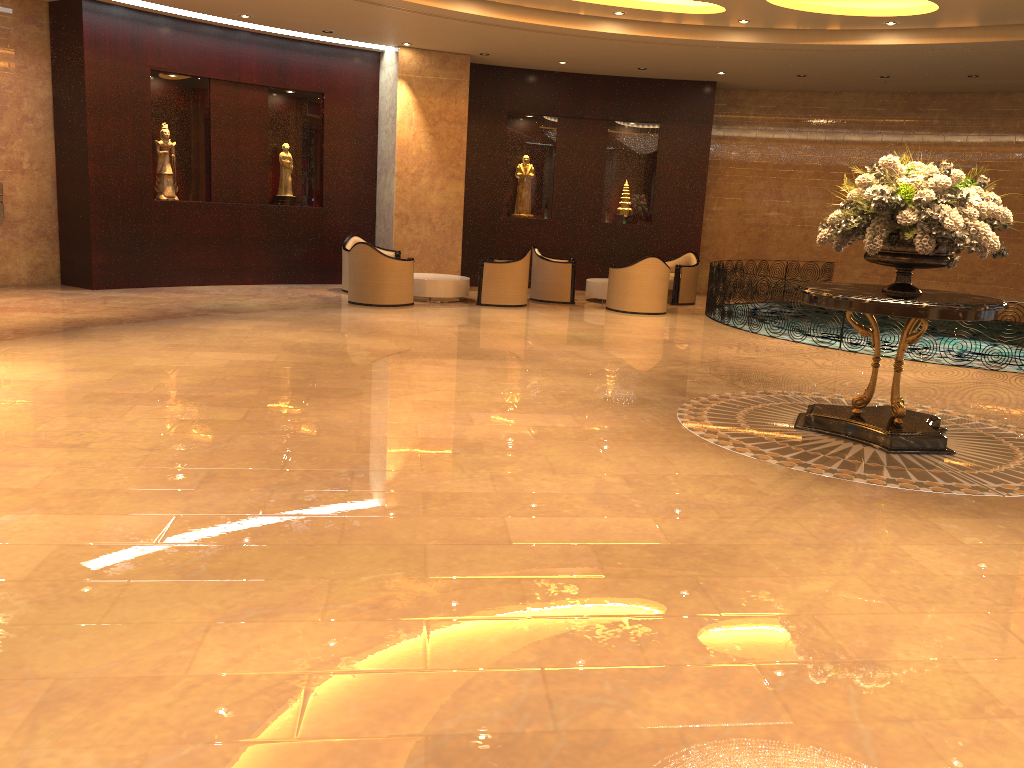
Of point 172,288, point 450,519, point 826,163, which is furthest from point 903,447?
point 826,163

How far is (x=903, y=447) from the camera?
6.3 meters

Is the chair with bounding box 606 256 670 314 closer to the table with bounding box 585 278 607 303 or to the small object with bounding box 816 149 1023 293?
the table with bounding box 585 278 607 303

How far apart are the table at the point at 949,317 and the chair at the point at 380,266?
7.2 meters

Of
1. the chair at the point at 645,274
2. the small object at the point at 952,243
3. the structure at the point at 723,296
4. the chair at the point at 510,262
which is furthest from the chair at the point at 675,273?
the small object at the point at 952,243

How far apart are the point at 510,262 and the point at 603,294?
2.09m

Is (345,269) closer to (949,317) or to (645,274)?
(645,274)

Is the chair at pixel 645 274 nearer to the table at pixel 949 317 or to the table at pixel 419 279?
the table at pixel 419 279

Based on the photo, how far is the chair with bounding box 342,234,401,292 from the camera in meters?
14.4

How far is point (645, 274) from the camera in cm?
1361
